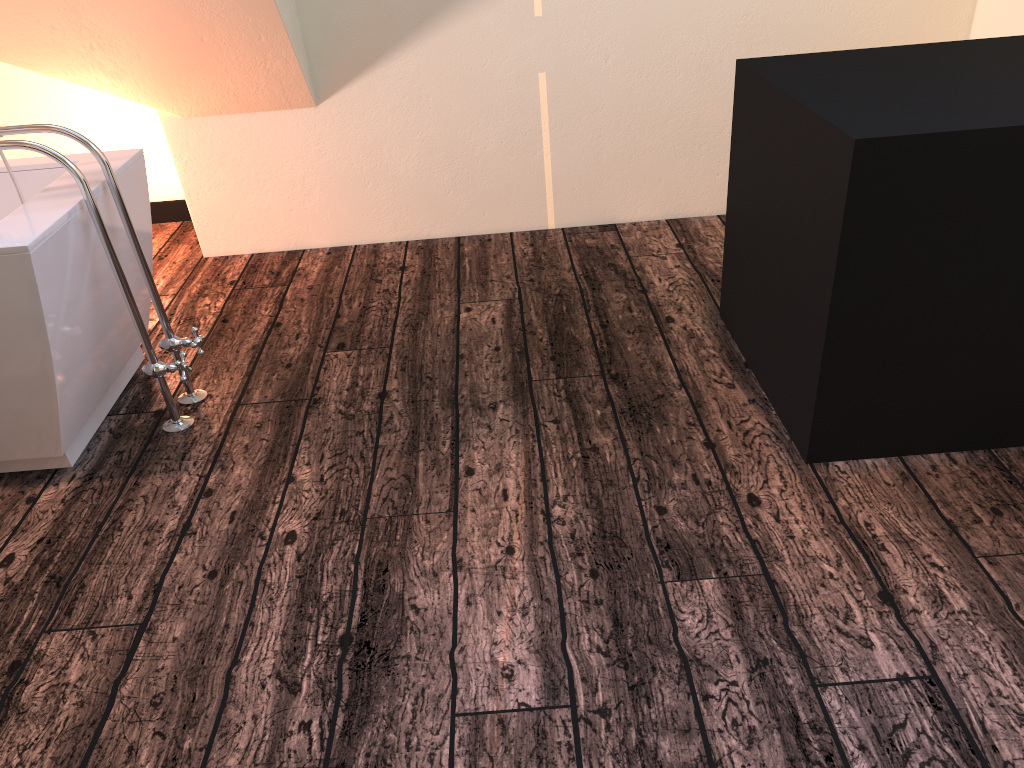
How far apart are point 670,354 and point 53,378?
1.6 meters

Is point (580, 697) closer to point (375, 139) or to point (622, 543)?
point (622, 543)

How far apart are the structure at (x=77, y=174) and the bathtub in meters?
0.0 m

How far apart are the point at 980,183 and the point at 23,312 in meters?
2.0

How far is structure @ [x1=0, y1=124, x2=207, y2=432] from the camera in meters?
2.1

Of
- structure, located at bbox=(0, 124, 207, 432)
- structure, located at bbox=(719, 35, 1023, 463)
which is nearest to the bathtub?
structure, located at bbox=(0, 124, 207, 432)

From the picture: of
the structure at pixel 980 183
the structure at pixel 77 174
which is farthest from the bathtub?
the structure at pixel 980 183

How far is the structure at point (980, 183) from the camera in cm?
173

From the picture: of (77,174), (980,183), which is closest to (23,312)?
(77,174)

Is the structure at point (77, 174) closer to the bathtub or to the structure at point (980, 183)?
the bathtub
